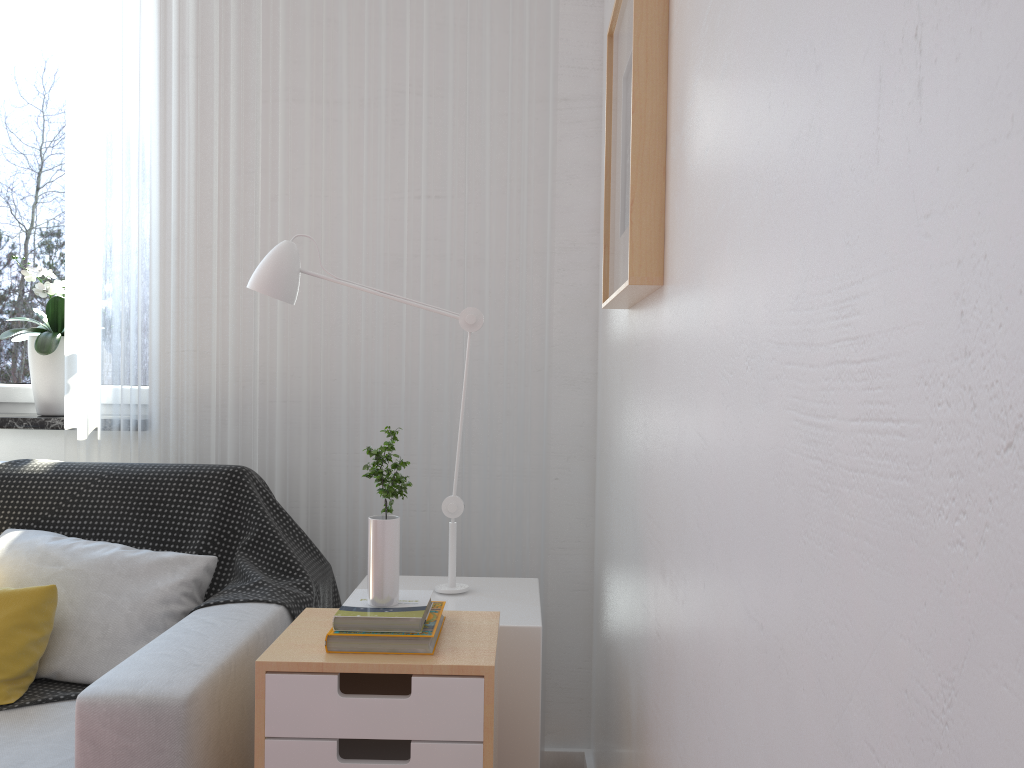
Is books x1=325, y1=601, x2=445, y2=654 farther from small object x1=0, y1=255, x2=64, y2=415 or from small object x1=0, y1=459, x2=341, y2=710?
small object x1=0, y1=255, x2=64, y2=415

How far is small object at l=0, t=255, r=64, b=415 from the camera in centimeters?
239cm

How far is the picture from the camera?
1.3 meters

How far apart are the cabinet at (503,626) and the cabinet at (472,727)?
0.10m

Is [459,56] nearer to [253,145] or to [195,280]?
[253,145]

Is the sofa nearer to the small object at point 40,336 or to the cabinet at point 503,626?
the cabinet at point 503,626

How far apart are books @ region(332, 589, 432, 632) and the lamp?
0.38m

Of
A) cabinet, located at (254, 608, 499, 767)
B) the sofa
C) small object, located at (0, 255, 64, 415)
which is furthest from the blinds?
cabinet, located at (254, 608, 499, 767)

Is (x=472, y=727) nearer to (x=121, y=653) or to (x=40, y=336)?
(x=121, y=653)

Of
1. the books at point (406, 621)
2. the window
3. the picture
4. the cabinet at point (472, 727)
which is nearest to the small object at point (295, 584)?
the cabinet at point (472, 727)
